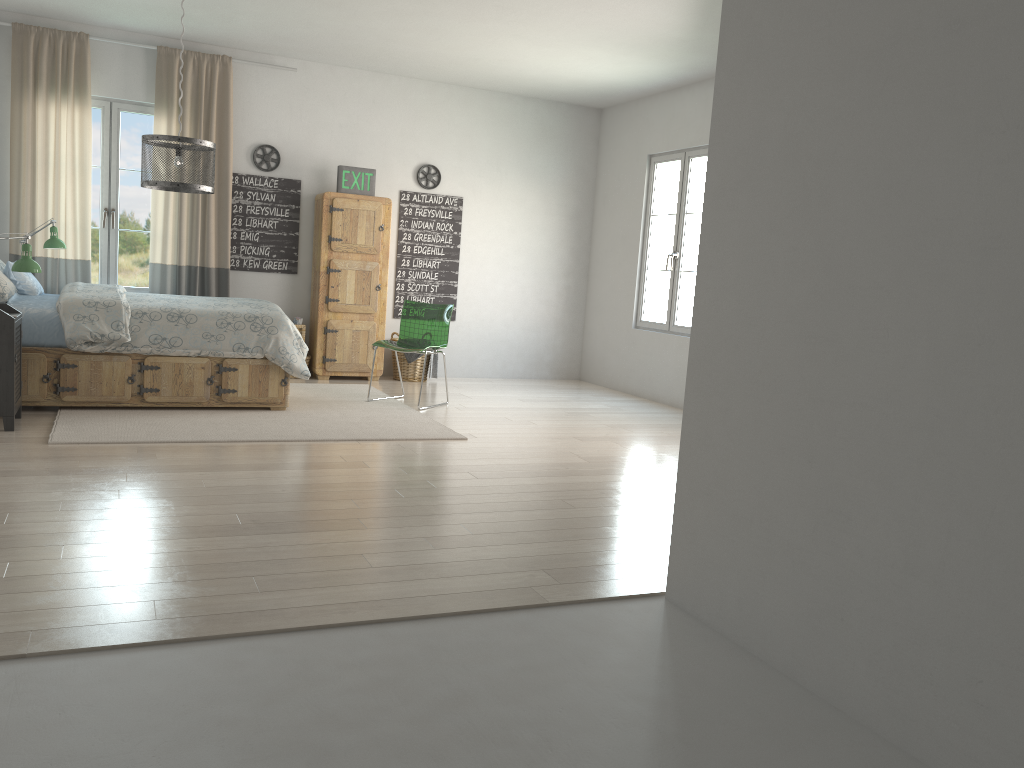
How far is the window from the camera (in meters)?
6.97

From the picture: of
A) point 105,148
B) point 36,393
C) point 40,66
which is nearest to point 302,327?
point 105,148

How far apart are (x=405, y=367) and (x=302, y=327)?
1.0m

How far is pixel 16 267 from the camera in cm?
488

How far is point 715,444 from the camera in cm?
267

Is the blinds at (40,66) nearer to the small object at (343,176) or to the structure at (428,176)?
the small object at (343,176)

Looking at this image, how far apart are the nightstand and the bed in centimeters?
18cm

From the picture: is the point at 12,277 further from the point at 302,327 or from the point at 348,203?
the point at 348,203

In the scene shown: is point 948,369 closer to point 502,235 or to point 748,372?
point 748,372

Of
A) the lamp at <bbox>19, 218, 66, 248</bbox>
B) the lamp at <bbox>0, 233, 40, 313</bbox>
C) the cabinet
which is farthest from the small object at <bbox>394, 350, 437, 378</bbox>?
the lamp at <bbox>0, 233, 40, 313</bbox>
